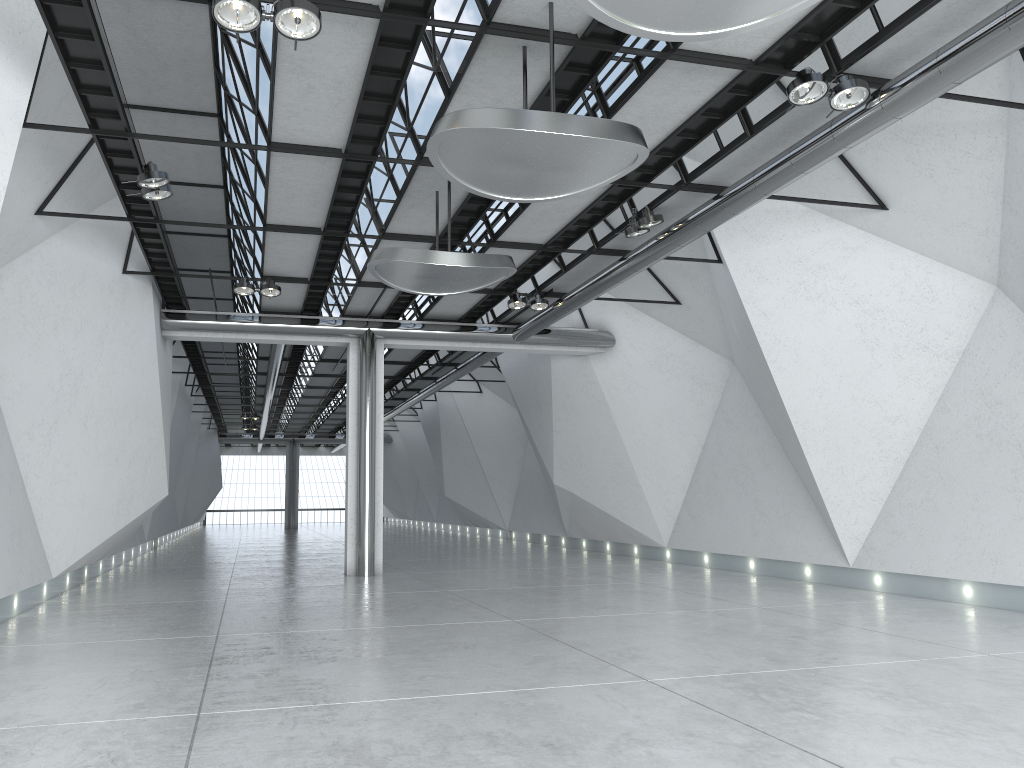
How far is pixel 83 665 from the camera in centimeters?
4747cm

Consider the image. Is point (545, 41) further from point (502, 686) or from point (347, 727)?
point (347, 727)
